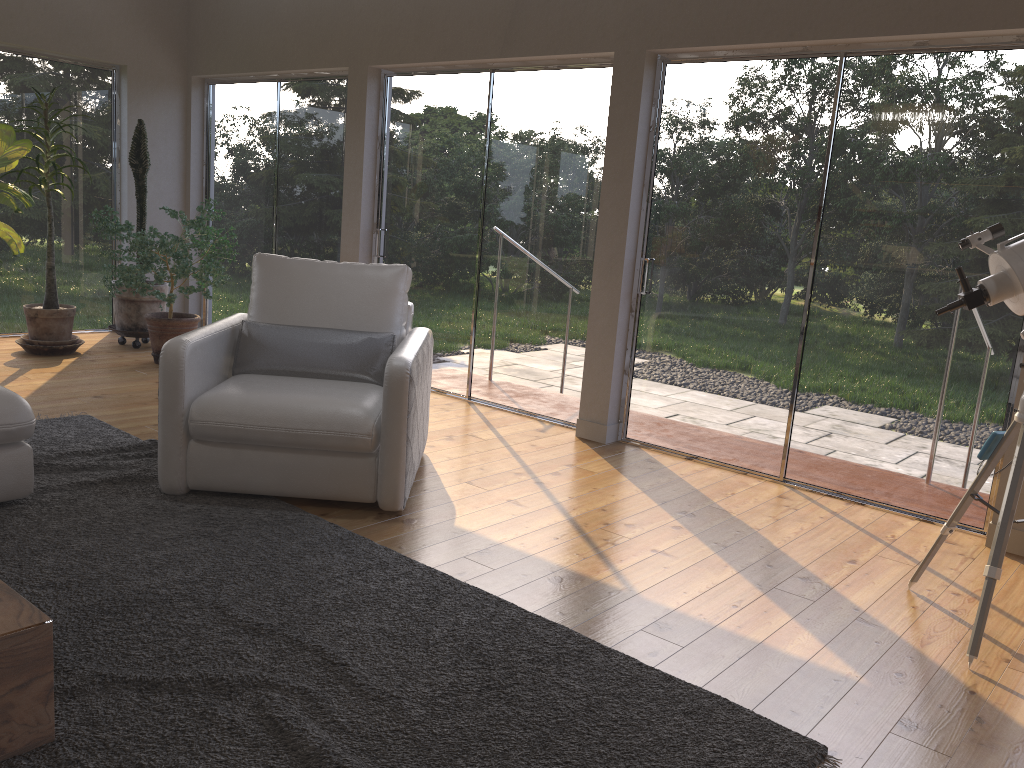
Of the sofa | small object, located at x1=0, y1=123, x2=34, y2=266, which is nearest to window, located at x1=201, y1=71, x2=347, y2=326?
small object, located at x1=0, y1=123, x2=34, y2=266

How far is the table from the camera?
1.86m

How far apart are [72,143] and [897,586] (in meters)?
6.60

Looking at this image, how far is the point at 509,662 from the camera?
2.5 meters

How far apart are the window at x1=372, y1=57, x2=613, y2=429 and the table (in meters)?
3.65

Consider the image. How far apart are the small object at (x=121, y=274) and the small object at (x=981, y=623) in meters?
4.6 m

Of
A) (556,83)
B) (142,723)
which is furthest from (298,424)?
(556,83)

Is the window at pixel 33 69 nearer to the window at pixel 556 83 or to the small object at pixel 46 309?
the small object at pixel 46 309

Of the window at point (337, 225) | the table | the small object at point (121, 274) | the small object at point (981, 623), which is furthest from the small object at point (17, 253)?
the small object at point (981, 623)

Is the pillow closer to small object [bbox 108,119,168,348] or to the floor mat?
the floor mat
